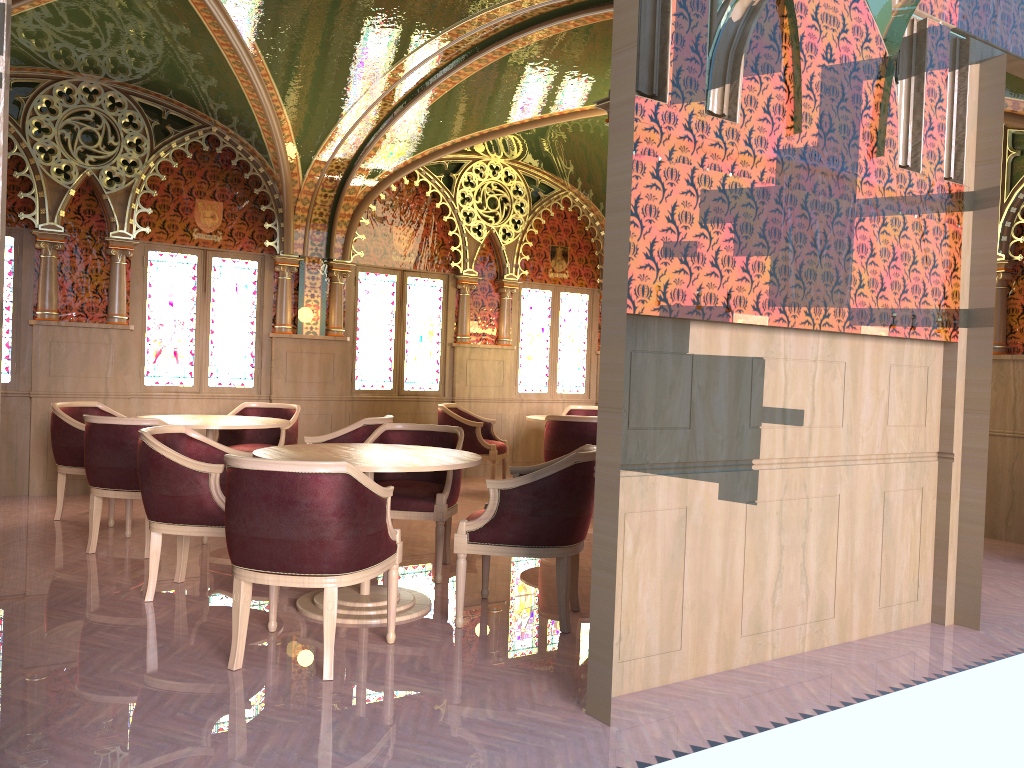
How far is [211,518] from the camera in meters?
4.3 m

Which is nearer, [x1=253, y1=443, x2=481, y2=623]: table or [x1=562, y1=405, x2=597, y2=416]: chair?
[x1=253, y1=443, x2=481, y2=623]: table

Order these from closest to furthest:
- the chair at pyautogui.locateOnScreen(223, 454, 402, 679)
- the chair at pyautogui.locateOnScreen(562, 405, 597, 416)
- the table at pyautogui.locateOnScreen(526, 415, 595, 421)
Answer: the chair at pyautogui.locateOnScreen(223, 454, 402, 679), the table at pyautogui.locateOnScreen(526, 415, 595, 421), the chair at pyautogui.locateOnScreen(562, 405, 597, 416)

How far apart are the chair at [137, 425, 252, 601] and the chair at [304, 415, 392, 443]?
1.20m

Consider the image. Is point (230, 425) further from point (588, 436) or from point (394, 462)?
point (588, 436)

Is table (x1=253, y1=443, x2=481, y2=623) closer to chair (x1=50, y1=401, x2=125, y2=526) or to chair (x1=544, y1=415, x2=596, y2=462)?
chair (x1=50, y1=401, x2=125, y2=526)

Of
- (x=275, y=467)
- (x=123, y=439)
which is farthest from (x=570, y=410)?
(x=275, y=467)

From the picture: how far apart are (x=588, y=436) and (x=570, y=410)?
2.3m

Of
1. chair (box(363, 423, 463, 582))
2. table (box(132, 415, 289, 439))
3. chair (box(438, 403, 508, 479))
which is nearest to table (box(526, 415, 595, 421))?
chair (box(438, 403, 508, 479))

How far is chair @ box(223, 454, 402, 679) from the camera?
3.4 meters
